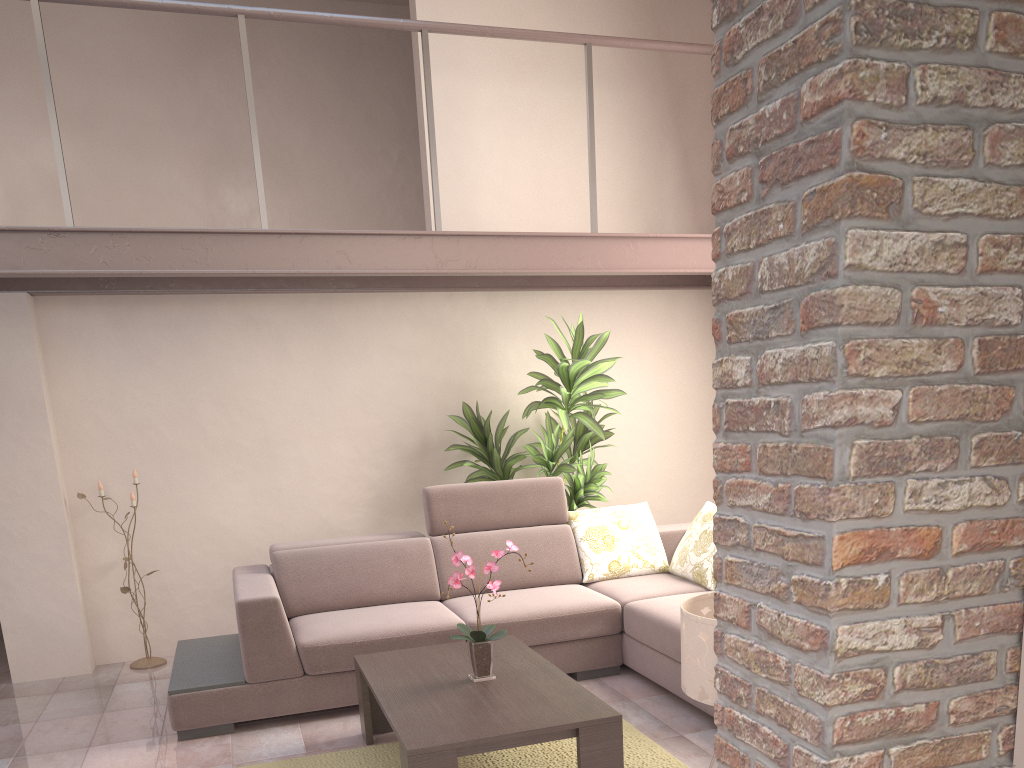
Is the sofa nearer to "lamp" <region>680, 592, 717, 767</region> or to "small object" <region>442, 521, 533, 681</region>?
"small object" <region>442, 521, 533, 681</region>

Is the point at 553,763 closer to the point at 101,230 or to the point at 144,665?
the point at 144,665

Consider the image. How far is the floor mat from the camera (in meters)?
3.47

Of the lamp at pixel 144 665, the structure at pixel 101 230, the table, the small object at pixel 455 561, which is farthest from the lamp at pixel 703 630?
the lamp at pixel 144 665

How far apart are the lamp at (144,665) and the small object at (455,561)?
2.6 meters

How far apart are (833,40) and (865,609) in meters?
0.9

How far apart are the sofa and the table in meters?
0.3

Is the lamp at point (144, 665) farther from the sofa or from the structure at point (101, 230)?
the structure at point (101, 230)

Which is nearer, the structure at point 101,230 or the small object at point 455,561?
the small object at point 455,561

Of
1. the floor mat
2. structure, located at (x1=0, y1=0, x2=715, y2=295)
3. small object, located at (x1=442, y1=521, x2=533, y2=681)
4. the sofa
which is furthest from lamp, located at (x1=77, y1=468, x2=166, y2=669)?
small object, located at (x1=442, y1=521, x2=533, y2=681)
